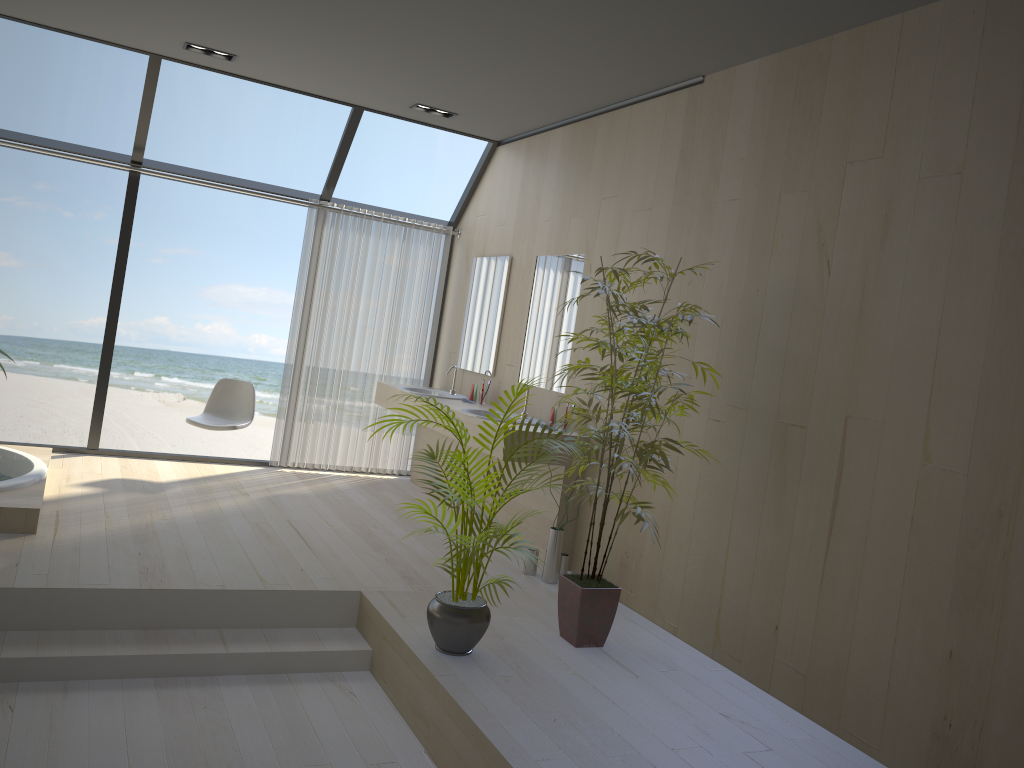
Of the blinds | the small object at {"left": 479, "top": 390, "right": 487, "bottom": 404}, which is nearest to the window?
the blinds

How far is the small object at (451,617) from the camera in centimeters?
348cm

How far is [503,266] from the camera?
6.4m

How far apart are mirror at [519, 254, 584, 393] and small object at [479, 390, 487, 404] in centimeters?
41cm

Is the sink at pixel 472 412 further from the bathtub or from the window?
the bathtub

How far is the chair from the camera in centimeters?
618cm

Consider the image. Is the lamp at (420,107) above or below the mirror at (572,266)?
above

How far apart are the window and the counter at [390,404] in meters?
1.0 m

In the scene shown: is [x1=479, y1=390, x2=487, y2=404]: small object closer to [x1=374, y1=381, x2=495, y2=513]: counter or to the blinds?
[x1=374, y1=381, x2=495, y2=513]: counter

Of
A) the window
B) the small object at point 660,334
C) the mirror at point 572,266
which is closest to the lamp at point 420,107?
the window
